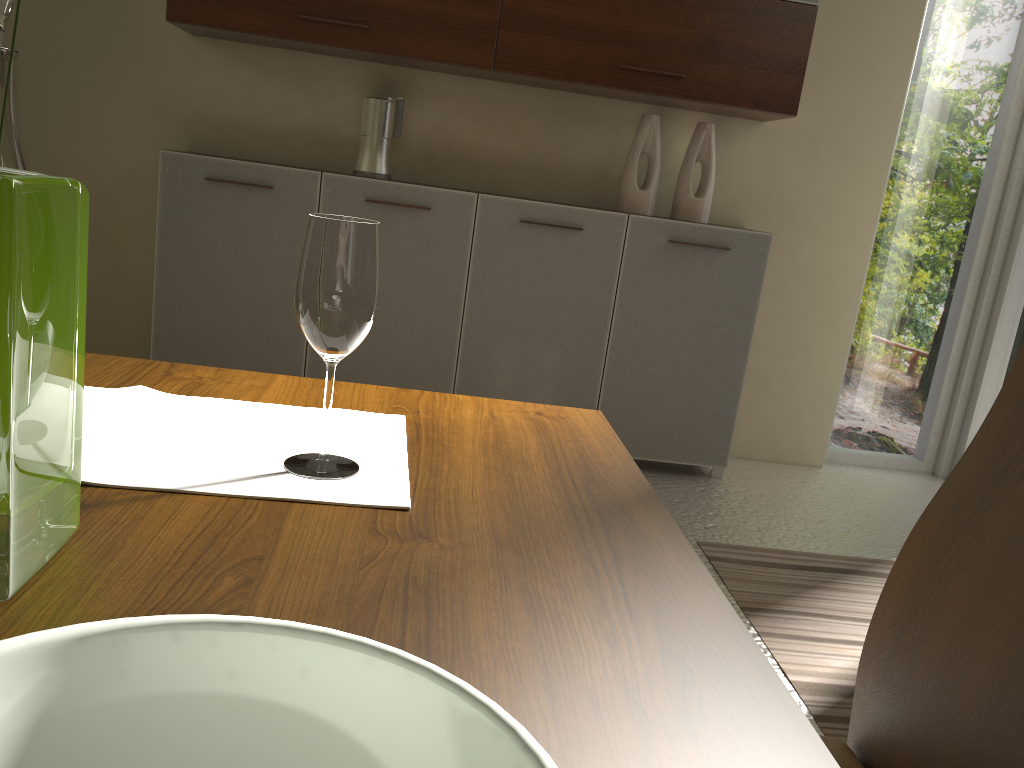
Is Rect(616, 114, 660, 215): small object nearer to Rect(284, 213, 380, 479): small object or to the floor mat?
the floor mat

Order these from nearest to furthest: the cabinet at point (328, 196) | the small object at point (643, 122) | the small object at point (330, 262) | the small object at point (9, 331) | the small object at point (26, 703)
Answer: the small object at point (26, 703) < the small object at point (9, 331) < the small object at point (330, 262) < the cabinet at point (328, 196) < the small object at point (643, 122)

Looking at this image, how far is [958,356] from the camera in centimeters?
409cm

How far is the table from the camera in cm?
51

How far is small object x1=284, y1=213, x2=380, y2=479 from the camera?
0.8m

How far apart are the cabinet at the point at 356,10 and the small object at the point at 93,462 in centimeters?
249cm

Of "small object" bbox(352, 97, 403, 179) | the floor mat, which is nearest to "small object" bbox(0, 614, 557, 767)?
the floor mat

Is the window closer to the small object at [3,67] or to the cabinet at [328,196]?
the cabinet at [328,196]

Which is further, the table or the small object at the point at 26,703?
the table

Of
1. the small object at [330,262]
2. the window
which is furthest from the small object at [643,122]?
the small object at [330,262]
